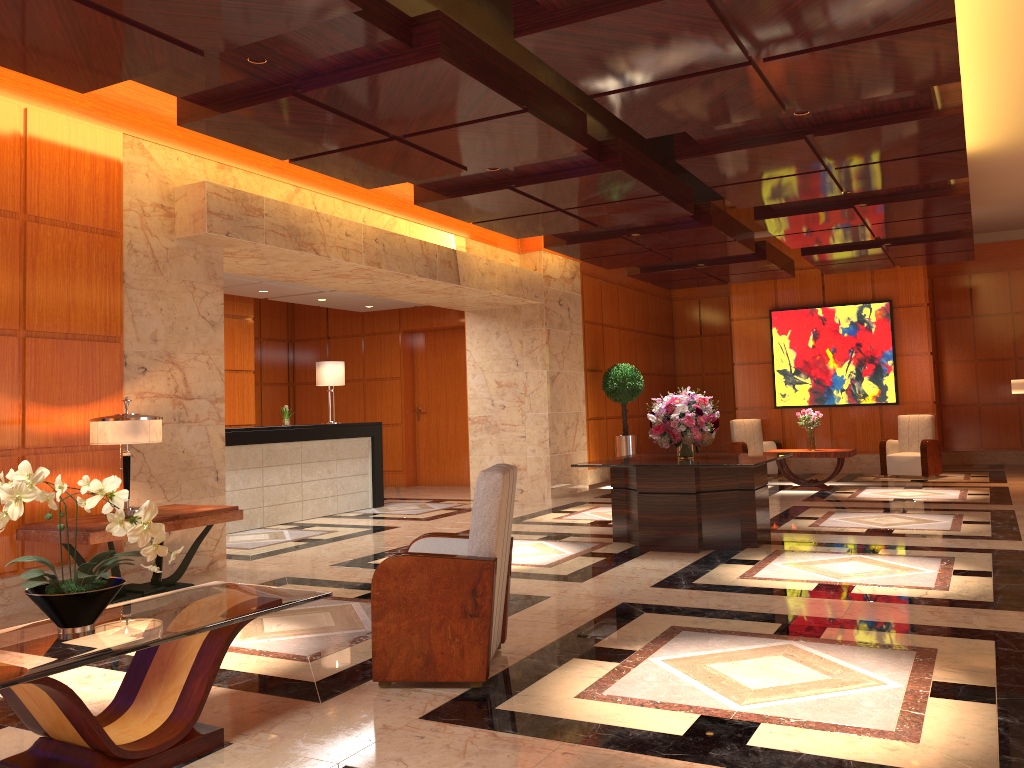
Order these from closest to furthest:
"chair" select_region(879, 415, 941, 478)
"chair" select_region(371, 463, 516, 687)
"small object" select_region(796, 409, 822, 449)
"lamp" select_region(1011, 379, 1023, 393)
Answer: "chair" select_region(371, 463, 516, 687) < "lamp" select_region(1011, 379, 1023, 393) < "small object" select_region(796, 409, 822, 449) < "chair" select_region(879, 415, 941, 478)

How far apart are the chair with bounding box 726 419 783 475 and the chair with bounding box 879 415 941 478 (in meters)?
1.64

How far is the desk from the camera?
9.94m

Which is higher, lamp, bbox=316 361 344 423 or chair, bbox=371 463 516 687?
lamp, bbox=316 361 344 423

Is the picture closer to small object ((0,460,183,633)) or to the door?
the door

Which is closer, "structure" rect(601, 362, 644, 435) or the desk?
the desk

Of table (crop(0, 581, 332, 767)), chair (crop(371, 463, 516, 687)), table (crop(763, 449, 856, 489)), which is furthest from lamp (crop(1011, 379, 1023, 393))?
table (crop(0, 581, 332, 767))

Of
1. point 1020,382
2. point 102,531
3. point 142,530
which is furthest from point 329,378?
point 1020,382

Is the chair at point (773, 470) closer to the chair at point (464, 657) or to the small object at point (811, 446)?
the small object at point (811, 446)

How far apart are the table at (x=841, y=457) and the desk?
5.79m
